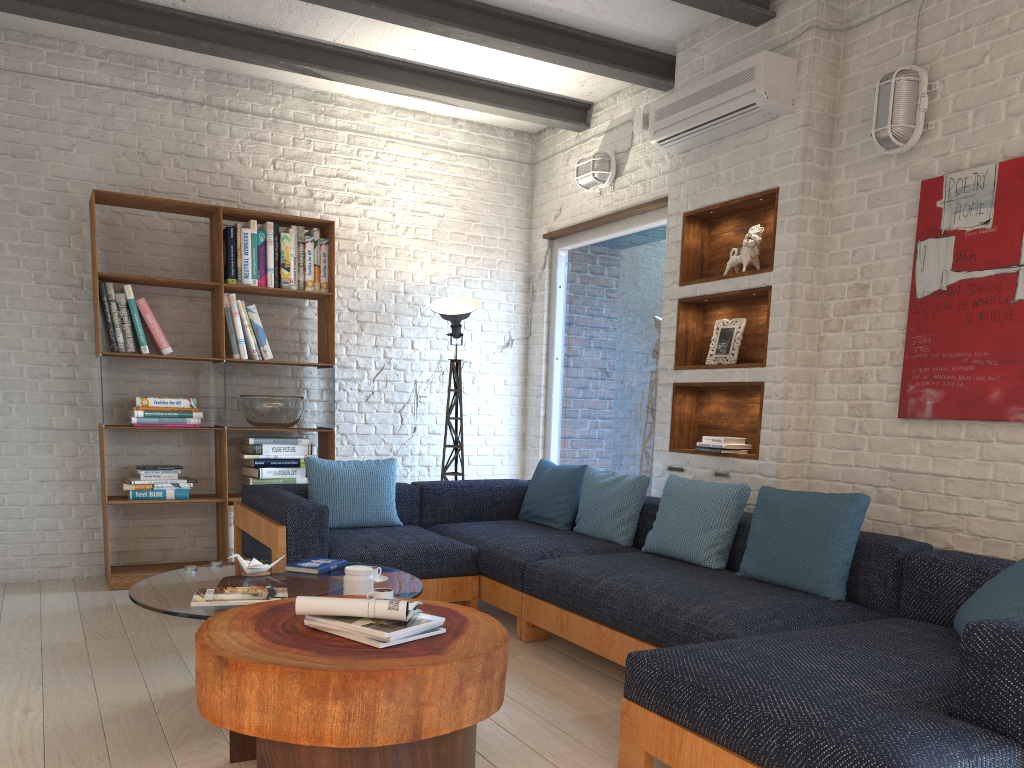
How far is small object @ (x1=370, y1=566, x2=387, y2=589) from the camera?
3.3m

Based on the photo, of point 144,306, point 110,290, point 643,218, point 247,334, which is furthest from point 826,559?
point 110,290

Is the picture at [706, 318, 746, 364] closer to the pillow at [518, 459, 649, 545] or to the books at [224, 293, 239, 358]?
the pillow at [518, 459, 649, 545]

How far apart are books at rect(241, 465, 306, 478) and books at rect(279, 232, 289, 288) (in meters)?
1.13

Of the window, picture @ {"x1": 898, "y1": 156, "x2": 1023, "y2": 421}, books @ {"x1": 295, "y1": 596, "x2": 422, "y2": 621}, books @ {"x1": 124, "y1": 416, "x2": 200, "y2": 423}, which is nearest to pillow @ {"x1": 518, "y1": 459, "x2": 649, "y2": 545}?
the window

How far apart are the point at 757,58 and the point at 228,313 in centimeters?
329cm

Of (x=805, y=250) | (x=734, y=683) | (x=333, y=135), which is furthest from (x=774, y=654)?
(x=333, y=135)

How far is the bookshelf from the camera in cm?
500

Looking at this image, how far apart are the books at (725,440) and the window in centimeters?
85cm

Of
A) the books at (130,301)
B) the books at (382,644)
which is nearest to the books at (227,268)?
the books at (130,301)
